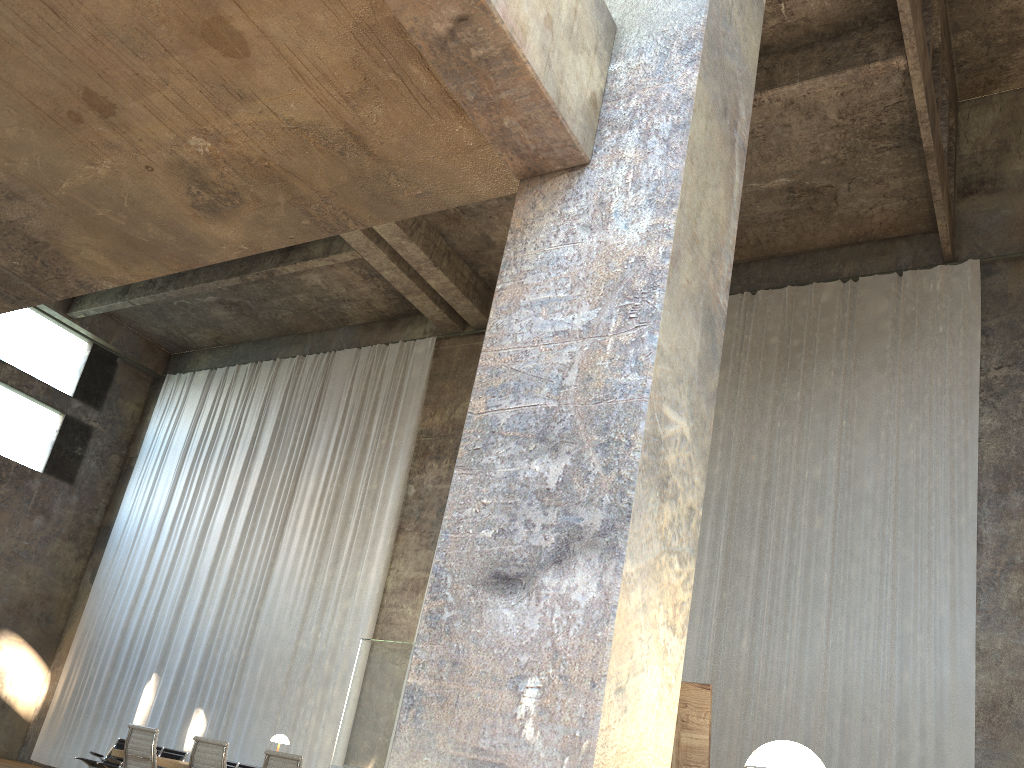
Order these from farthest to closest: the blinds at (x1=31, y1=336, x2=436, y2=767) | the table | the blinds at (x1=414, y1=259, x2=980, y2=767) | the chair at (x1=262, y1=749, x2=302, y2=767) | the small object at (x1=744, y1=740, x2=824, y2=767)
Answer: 1. the blinds at (x1=31, y1=336, x2=436, y2=767)
2. the blinds at (x1=414, y1=259, x2=980, y2=767)
3. the table
4. the chair at (x1=262, y1=749, x2=302, y2=767)
5. the small object at (x1=744, y1=740, x2=824, y2=767)

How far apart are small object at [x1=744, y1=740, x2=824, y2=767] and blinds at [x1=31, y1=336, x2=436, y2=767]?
11.95m

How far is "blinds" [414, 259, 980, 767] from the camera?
9.71m

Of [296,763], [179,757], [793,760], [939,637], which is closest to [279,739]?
[179,757]

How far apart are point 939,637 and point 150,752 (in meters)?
8.21

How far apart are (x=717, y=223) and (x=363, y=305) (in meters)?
14.09

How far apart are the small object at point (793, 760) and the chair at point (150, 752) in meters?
6.9 m

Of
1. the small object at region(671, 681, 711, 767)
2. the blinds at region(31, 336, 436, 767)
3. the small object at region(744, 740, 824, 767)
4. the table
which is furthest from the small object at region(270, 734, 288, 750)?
the small object at region(744, 740, 824, 767)

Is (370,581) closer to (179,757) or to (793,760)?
(179,757)

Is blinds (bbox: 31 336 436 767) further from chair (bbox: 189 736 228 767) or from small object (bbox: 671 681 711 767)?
small object (bbox: 671 681 711 767)
